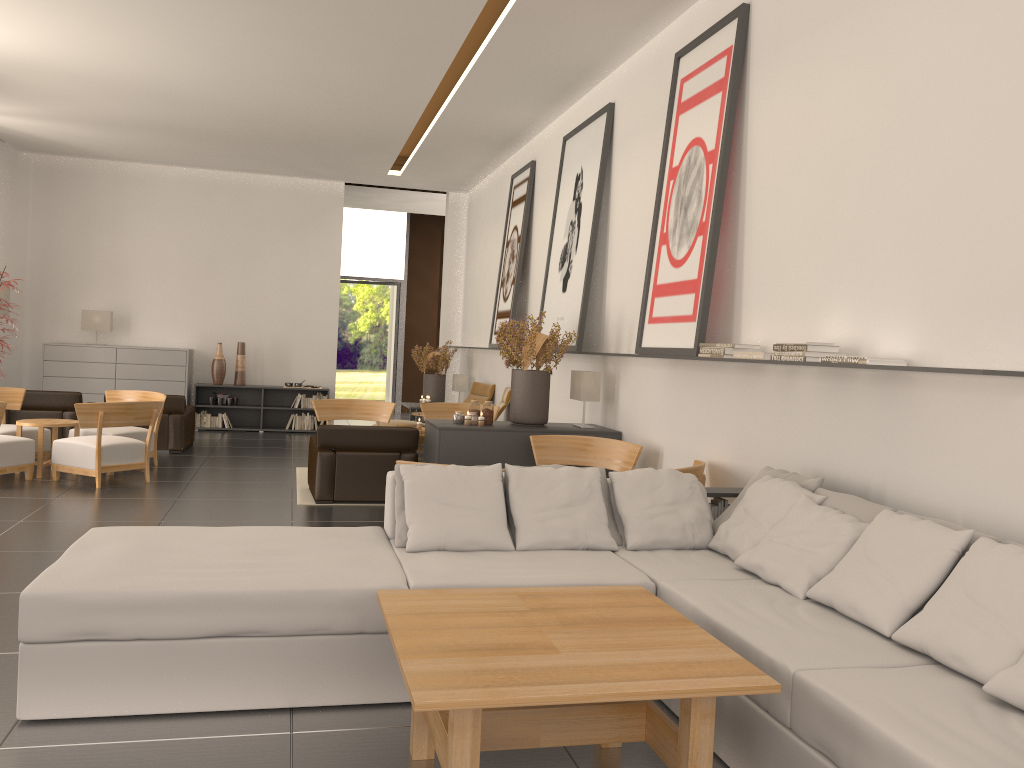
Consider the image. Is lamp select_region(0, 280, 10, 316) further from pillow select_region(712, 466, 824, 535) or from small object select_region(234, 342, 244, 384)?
pillow select_region(712, 466, 824, 535)

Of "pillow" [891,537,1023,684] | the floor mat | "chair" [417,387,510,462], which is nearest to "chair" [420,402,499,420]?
"chair" [417,387,510,462]

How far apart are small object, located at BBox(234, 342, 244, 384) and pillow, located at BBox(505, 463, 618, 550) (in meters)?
15.51

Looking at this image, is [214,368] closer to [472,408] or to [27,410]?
[27,410]

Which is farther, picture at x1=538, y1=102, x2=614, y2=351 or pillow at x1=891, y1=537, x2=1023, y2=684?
picture at x1=538, y1=102, x2=614, y2=351

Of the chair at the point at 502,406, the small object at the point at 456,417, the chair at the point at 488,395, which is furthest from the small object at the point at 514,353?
the chair at the point at 488,395

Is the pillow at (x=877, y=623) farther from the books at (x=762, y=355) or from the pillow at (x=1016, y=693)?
→ the books at (x=762, y=355)

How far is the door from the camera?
28.95m

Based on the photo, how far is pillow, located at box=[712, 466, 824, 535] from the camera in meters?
6.6

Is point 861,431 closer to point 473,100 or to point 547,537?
point 547,537
